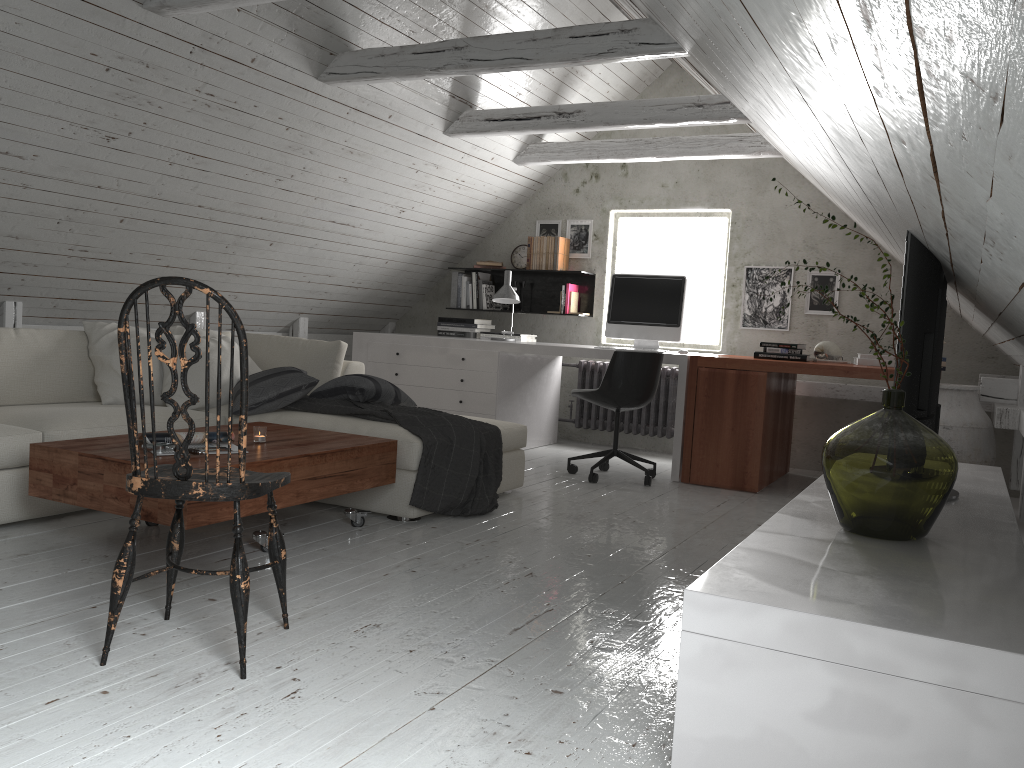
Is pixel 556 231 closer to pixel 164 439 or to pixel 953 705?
pixel 164 439

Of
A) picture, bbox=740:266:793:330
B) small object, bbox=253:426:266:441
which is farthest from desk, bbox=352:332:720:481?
small object, bbox=253:426:266:441

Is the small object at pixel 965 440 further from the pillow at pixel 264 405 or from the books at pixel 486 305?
the books at pixel 486 305

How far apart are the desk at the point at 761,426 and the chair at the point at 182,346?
3.2 meters

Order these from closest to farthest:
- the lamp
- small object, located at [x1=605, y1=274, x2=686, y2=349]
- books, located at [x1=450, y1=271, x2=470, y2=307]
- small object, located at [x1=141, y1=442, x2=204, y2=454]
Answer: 1. small object, located at [x1=141, y1=442, x2=204, y2=454]
2. small object, located at [x1=605, y1=274, x2=686, y2=349]
3. the lamp
4. books, located at [x1=450, y1=271, x2=470, y2=307]

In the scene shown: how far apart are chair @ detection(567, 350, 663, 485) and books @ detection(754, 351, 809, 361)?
0.7m

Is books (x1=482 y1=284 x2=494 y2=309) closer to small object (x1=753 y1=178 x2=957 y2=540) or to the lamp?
the lamp

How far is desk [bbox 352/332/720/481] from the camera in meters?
5.7

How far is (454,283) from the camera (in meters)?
7.01

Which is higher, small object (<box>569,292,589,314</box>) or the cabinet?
small object (<box>569,292,589,314</box>)
